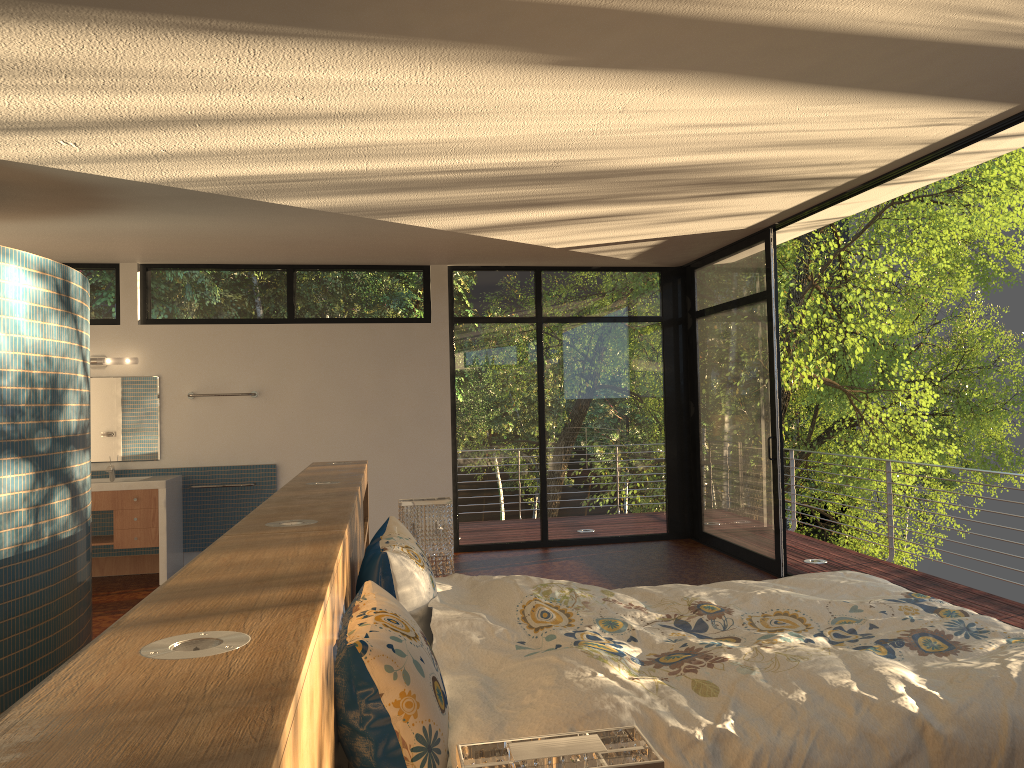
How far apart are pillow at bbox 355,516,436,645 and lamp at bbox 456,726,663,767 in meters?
1.5 m

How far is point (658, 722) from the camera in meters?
1.9 m

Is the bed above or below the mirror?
below

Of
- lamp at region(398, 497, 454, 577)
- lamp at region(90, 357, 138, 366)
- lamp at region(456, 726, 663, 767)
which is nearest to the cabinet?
lamp at region(90, 357, 138, 366)

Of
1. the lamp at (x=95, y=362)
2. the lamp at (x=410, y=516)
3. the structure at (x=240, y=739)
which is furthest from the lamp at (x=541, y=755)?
the lamp at (x=95, y=362)

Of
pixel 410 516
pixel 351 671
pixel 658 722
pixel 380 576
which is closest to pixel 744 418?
pixel 410 516

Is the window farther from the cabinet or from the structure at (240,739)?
the structure at (240,739)

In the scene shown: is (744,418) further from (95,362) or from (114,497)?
(95,362)

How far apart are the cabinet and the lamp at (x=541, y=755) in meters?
6.2 m

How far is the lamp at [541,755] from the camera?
1.08m
